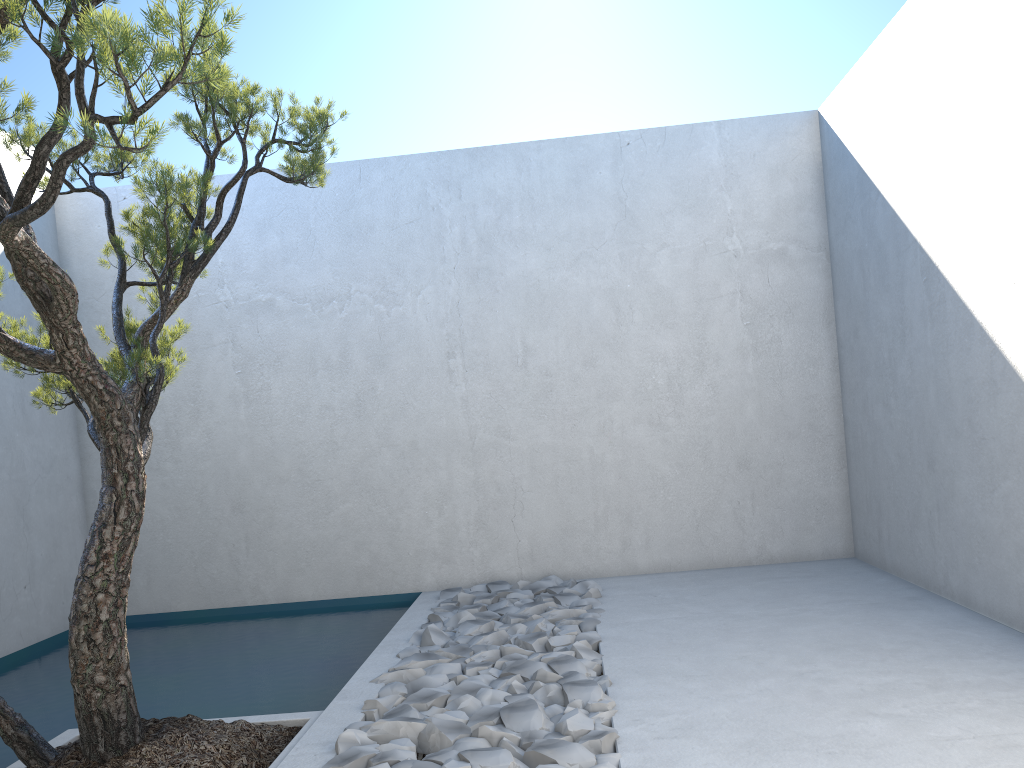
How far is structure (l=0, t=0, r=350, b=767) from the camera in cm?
190

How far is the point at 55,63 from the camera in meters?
1.9

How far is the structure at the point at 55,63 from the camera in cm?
190
